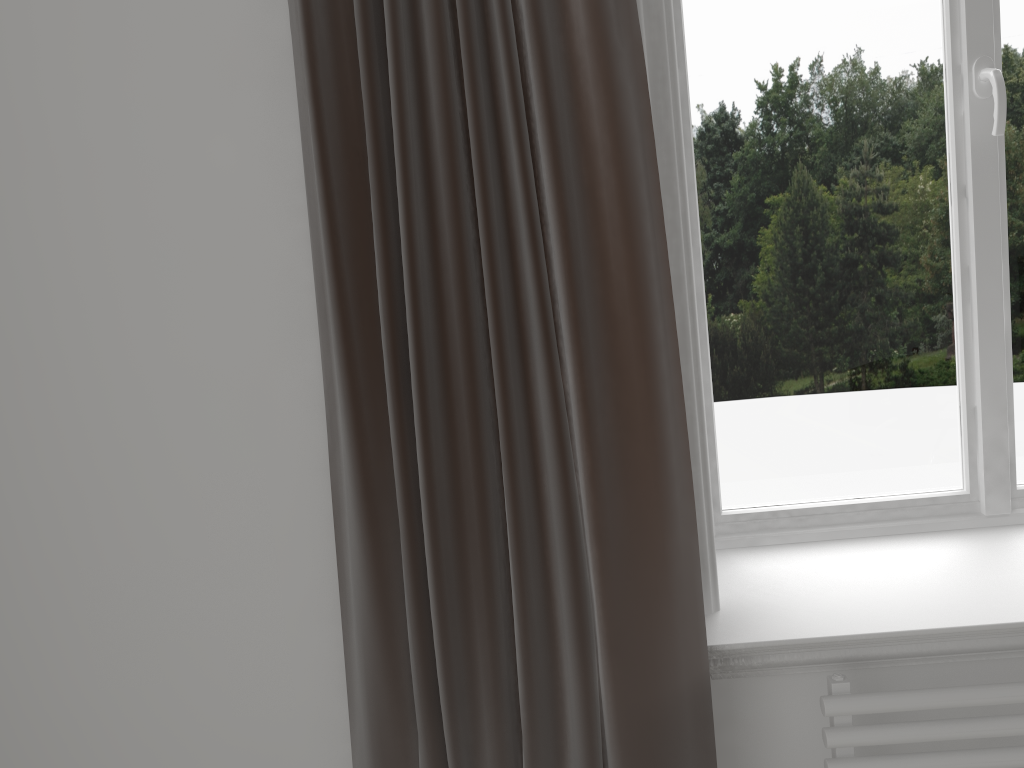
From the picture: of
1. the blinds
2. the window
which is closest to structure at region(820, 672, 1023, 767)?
the blinds

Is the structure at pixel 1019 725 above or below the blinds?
below

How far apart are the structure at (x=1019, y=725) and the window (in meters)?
0.40

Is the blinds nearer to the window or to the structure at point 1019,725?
the structure at point 1019,725

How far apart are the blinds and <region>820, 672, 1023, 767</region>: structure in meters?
0.2 m

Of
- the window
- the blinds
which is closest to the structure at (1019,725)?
the blinds

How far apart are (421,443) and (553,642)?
0.34m

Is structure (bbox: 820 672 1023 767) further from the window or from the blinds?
the window

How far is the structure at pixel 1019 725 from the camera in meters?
1.2

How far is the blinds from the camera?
1.14m
